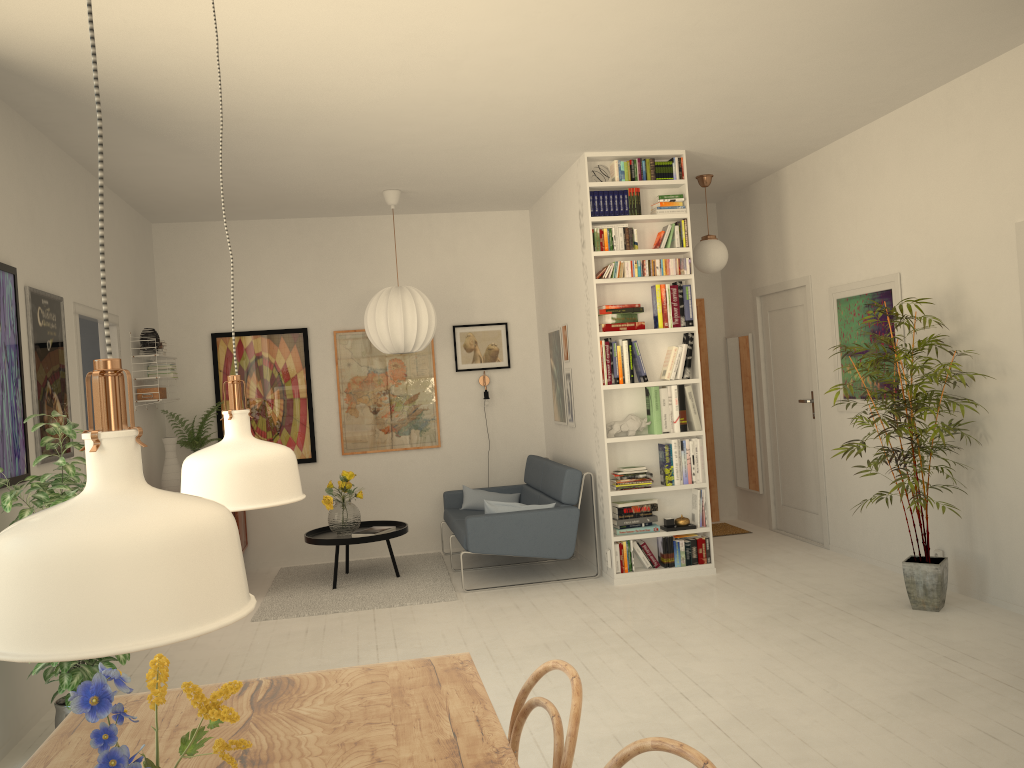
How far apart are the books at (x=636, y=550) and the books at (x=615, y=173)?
2.5m

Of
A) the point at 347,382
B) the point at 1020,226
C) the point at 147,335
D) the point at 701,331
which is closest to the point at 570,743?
the point at 1020,226

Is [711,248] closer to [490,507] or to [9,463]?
[490,507]

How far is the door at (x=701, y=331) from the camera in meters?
8.1 m

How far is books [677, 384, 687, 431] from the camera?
6.0 meters

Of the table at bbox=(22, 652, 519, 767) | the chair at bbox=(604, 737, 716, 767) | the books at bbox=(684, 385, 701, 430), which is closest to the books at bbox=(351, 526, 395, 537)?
the books at bbox=(684, 385, 701, 430)

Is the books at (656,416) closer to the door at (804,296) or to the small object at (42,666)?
the door at (804,296)

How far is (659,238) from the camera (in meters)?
6.06

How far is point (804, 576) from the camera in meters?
5.8

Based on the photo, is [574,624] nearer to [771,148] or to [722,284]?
[771,148]
